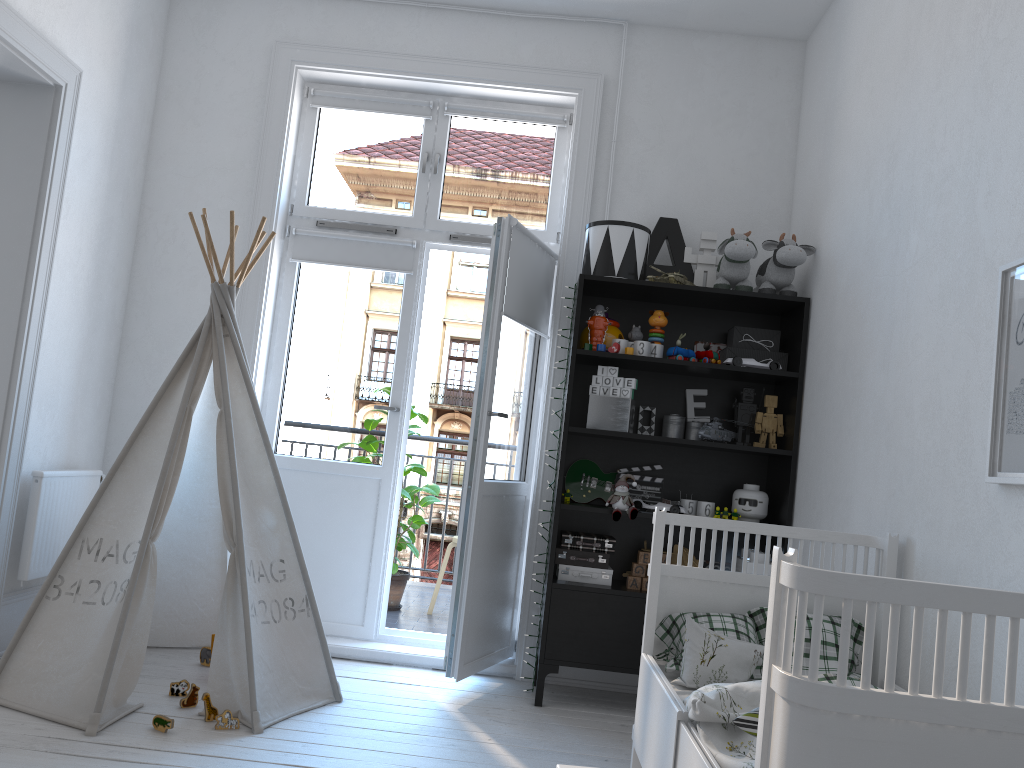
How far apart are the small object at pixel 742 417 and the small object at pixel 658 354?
0.4m

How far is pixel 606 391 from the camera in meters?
3.5

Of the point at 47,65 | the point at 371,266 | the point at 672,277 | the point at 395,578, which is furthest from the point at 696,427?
the point at 47,65

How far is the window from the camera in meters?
4.1

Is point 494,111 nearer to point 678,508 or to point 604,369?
point 604,369

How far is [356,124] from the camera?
4.1m

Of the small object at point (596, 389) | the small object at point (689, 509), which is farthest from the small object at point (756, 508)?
the small object at point (596, 389)

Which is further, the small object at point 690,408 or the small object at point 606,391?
the small object at point 690,408

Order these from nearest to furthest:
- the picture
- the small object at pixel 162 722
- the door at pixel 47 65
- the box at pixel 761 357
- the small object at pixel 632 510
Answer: the picture, the small object at pixel 162 722, the door at pixel 47 65, the small object at pixel 632 510, the box at pixel 761 357

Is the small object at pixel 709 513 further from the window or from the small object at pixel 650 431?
the window
